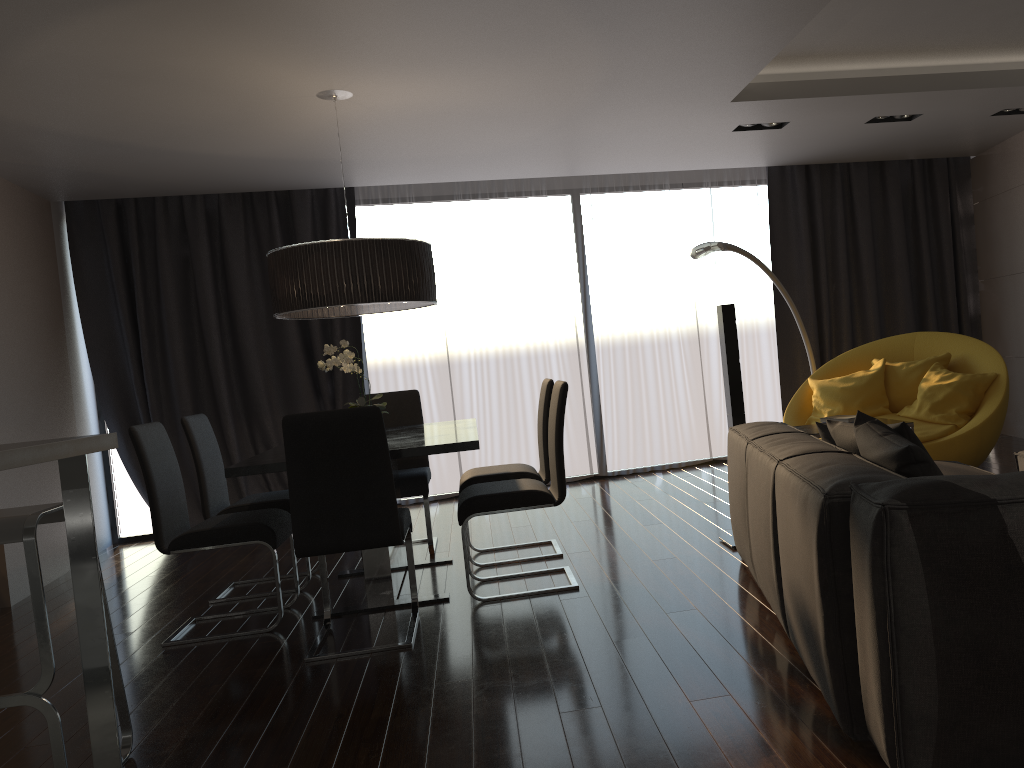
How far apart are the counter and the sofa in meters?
1.8

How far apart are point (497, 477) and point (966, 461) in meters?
2.8 m

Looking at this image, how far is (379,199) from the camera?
7.2 meters

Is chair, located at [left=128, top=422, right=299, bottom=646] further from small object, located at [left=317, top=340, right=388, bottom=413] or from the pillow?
the pillow

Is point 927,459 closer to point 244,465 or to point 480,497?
point 480,497

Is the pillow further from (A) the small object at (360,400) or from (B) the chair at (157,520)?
(B) the chair at (157,520)

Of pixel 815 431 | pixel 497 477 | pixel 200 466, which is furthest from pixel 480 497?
pixel 815 431

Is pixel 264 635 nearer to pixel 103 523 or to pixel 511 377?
pixel 103 523

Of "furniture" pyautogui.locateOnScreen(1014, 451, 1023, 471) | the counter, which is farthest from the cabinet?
"furniture" pyautogui.locateOnScreen(1014, 451, 1023, 471)

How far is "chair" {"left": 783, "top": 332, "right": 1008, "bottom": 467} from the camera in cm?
516
